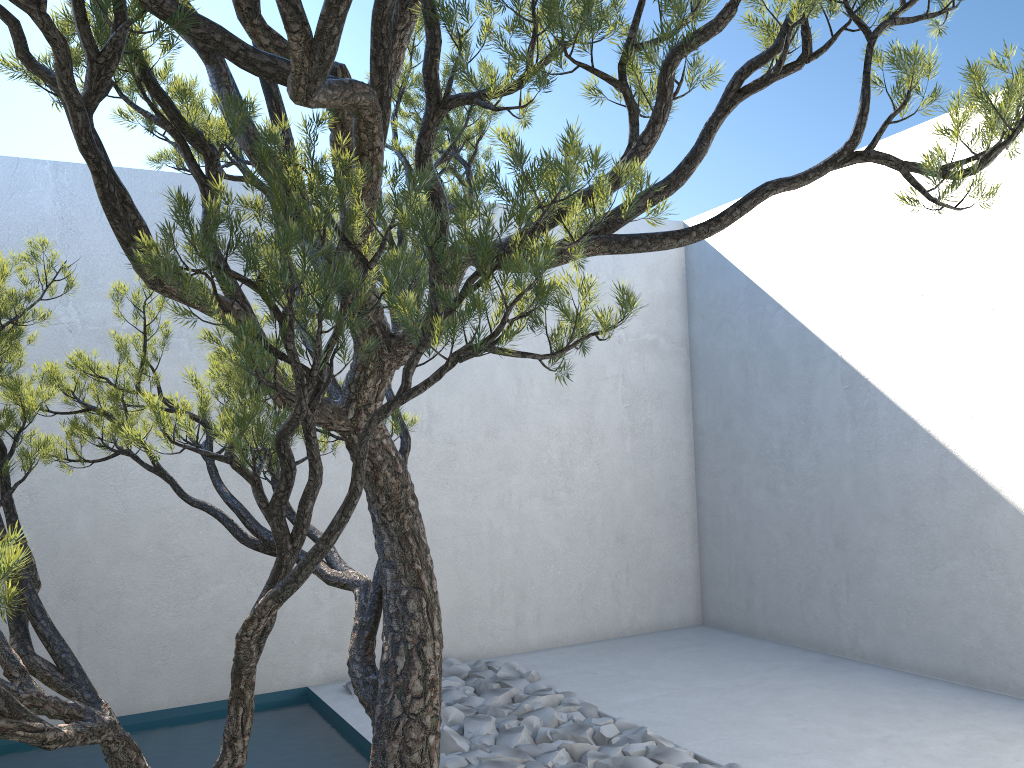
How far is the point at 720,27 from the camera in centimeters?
128cm

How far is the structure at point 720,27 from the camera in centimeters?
128cm

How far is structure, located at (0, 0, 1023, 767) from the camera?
1.28m
